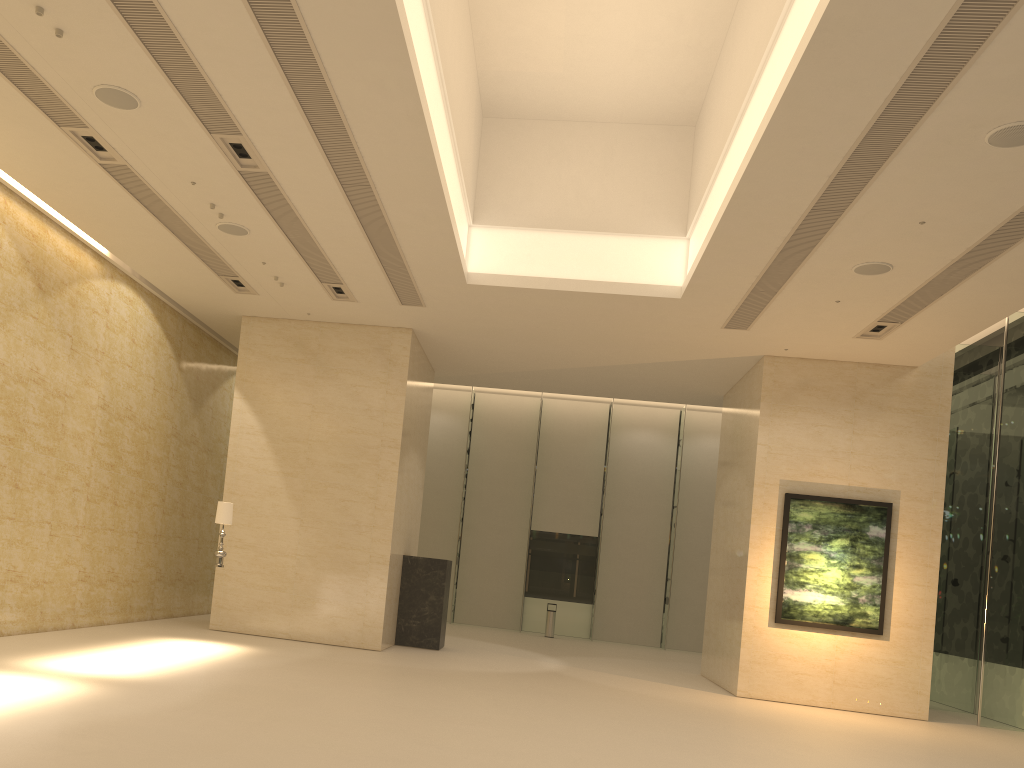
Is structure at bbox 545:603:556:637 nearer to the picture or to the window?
the window

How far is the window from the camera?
14.8m

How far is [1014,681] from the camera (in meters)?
14.78

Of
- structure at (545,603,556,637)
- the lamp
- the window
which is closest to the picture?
the window

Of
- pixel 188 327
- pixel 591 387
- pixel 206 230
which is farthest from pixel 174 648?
pixel 591 387

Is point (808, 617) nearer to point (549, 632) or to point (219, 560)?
point (219, 560)

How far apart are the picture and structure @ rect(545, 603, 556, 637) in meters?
10.1 m

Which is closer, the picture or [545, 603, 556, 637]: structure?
the picture

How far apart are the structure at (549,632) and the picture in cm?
1013

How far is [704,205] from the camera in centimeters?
1243cm
